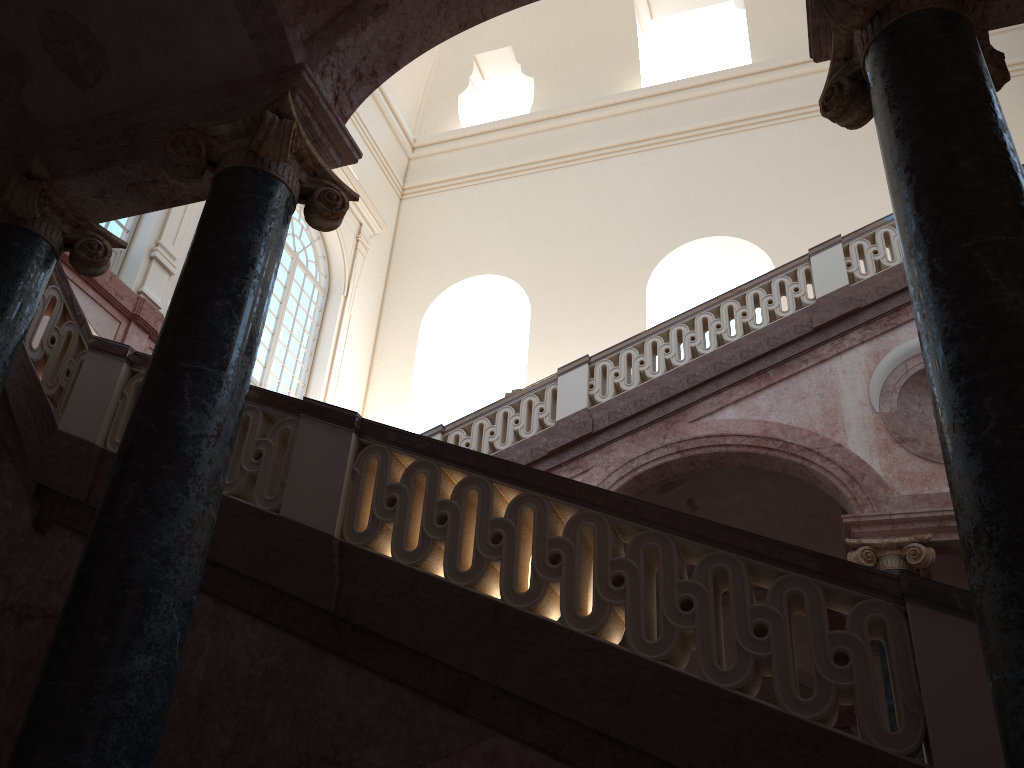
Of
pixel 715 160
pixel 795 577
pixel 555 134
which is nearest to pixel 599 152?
pixel 555 134

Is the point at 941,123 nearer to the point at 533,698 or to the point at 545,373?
the point at 533,698

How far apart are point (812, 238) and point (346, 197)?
12.0 meters
